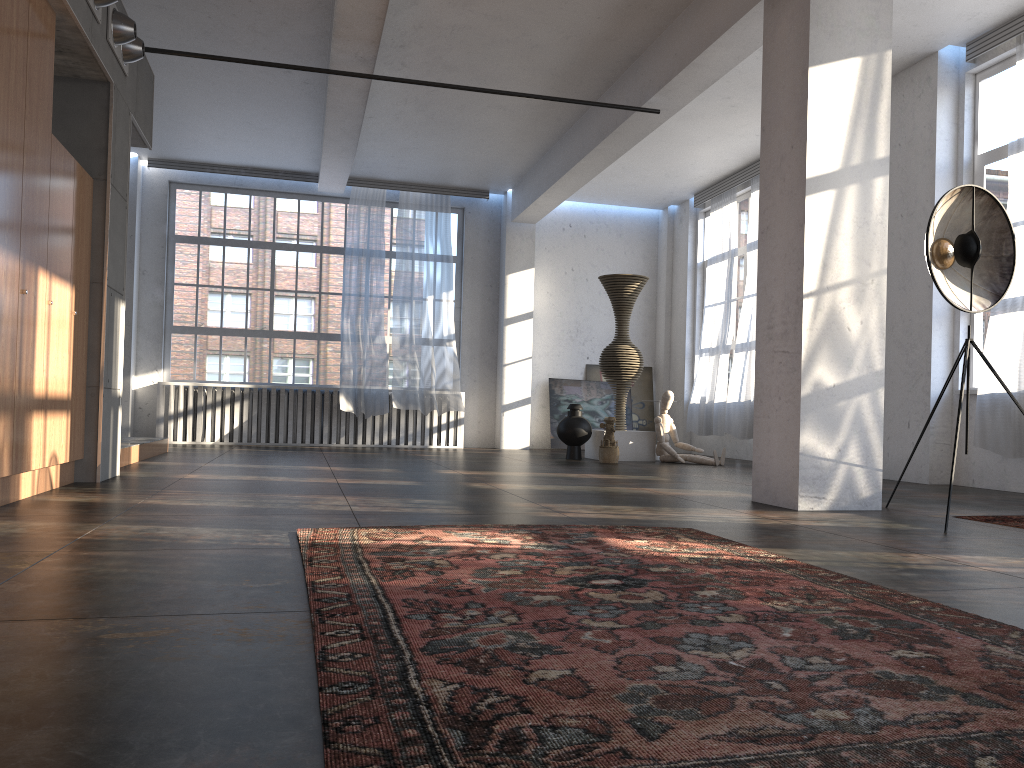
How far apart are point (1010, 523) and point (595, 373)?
9.7m

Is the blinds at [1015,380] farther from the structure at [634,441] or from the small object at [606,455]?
the structure at [634,441]

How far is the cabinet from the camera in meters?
4.4 m

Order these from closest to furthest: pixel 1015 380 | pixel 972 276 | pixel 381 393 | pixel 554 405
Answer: pixel 972 276, pixel 1015 380, pixel 381 393, pixel 554 405

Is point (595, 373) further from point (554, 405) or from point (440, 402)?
point (440, 402)

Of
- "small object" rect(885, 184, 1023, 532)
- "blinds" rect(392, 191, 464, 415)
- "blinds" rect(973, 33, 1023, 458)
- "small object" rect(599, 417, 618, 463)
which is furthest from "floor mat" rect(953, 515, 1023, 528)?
"blinds" rect(392, 191, 464, 415)

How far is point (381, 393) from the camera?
12.8m

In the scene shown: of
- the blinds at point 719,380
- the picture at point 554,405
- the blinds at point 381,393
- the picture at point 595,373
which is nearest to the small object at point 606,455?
the blinds at point 719,380

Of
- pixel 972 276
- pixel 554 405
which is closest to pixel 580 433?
pixel 554 405

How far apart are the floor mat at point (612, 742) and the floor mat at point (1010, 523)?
2.0 meters
